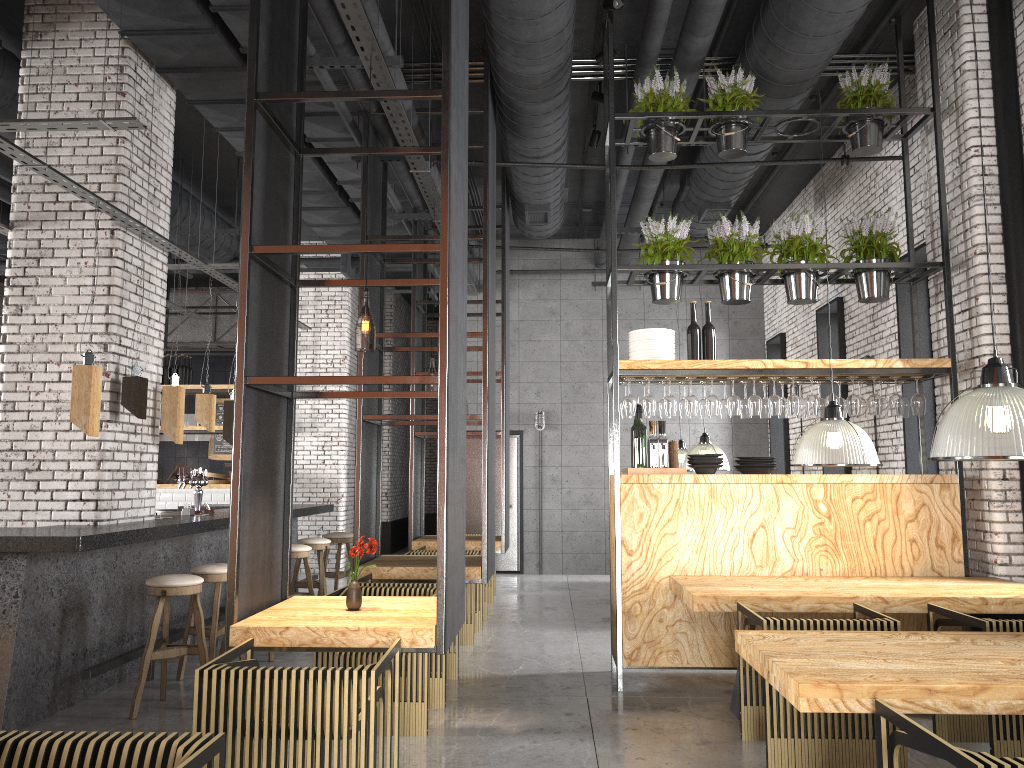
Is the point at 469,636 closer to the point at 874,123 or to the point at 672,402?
the point at 672,402

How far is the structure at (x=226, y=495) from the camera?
12.2m

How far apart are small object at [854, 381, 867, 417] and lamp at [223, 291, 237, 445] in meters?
5.4 m

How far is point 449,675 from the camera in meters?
6.2

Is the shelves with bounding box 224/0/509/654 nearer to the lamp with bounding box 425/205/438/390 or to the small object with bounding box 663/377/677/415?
the small object with bounding box 663/377/677/415

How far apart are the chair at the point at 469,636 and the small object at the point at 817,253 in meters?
3.5 m

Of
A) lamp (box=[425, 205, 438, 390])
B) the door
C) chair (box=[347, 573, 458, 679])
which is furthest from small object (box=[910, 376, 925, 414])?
the door

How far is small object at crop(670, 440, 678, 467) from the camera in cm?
628

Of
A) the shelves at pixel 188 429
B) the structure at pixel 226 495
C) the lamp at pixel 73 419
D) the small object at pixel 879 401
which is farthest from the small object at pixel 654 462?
the shelves at pixel 188 429

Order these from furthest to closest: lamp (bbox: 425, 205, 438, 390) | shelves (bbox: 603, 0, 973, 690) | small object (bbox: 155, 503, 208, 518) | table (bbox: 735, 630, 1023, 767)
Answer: lamp (bbox: 425, 205, 438, 390) → small object (bbox: 155, 503, 208, 518) → shelves (bbox: 603, 0, 973, 690) → table (bbox: 735, 630, 1023, 767)
